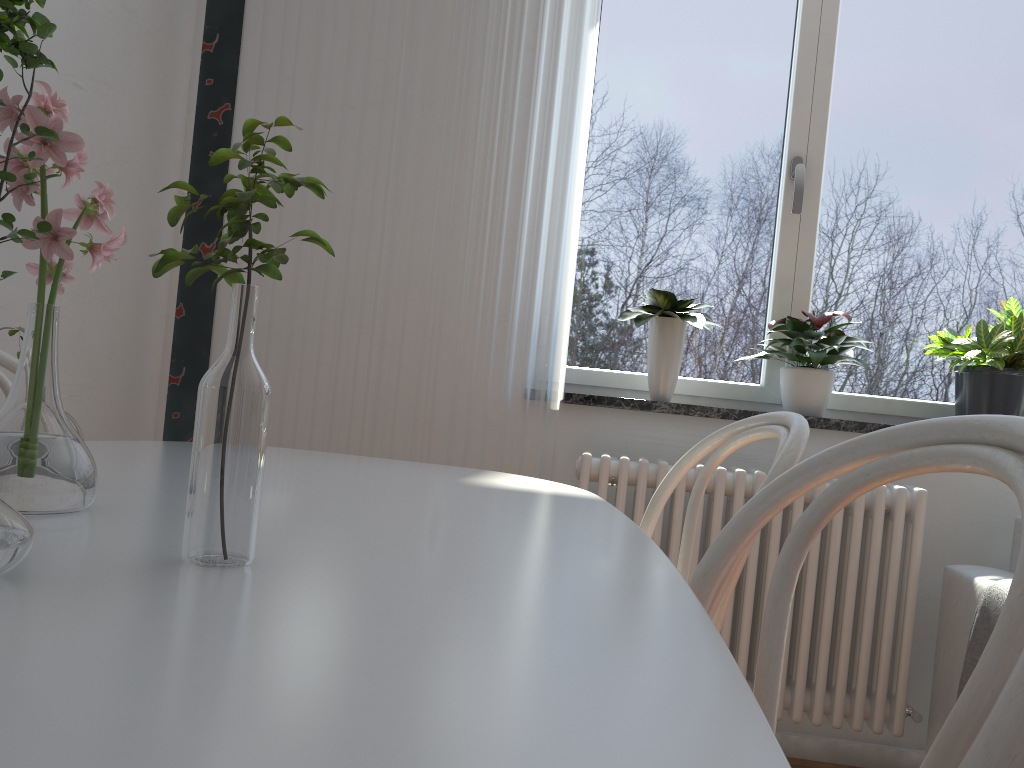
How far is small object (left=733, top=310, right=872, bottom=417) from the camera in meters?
2.4 m

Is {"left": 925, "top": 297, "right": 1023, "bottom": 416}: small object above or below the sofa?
above

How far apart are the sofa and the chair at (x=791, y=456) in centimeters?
109cm

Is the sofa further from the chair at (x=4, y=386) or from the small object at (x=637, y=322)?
the chair at (x=4, y=386)

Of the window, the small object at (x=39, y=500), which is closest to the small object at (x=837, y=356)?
the window

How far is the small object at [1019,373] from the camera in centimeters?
238cm

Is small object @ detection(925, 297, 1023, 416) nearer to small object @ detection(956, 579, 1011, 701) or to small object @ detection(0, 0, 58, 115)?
small object @ detection(956, 579, 1011, 701)

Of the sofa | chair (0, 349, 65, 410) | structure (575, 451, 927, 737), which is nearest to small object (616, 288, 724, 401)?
structure (575, 451, 927, 737)

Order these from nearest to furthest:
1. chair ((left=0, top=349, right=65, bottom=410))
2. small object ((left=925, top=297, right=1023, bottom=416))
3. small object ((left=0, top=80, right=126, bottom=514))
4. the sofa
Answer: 1. small object ((left=0, top=80, right=126, bottom=514))
2. chair ((left=0, top=349, right=65, bottom=410))
3. the sofa
4. small object ((left=925, top=297, right=1023, bottom=416))

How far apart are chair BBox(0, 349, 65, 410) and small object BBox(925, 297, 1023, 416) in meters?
2.2
